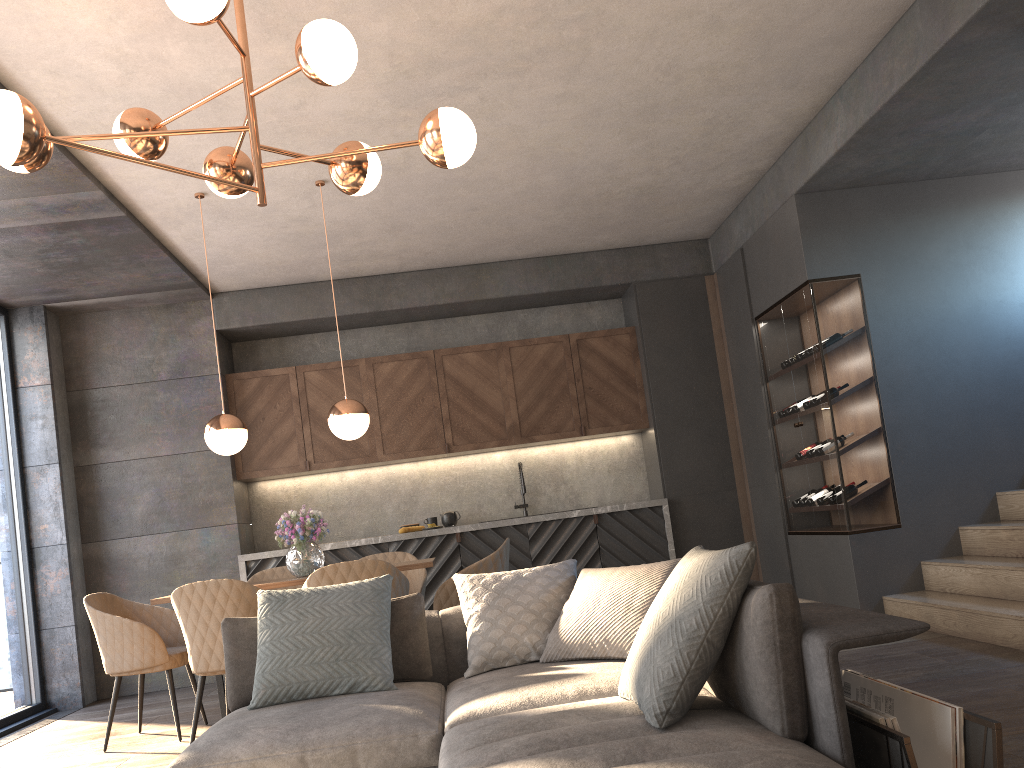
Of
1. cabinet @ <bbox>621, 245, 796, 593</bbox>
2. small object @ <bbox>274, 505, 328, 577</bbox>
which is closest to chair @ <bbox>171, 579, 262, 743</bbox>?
small object @ <bbox>274, 505, 328, 577</bbox>

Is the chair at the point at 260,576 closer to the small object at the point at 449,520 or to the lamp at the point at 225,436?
the lamp at the point at 225,436

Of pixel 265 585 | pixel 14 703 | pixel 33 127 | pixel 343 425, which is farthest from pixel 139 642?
pixel 33 127

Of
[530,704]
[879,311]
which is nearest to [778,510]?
[879,311]

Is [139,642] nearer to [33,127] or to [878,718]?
[33,127]

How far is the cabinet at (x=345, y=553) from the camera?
6.8 meters

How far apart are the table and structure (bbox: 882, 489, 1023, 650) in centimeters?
274cm

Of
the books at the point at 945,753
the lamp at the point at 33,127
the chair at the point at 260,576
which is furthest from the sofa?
the chair at the point at 260,576

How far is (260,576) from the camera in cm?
567

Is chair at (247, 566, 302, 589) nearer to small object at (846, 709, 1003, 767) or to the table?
the table
